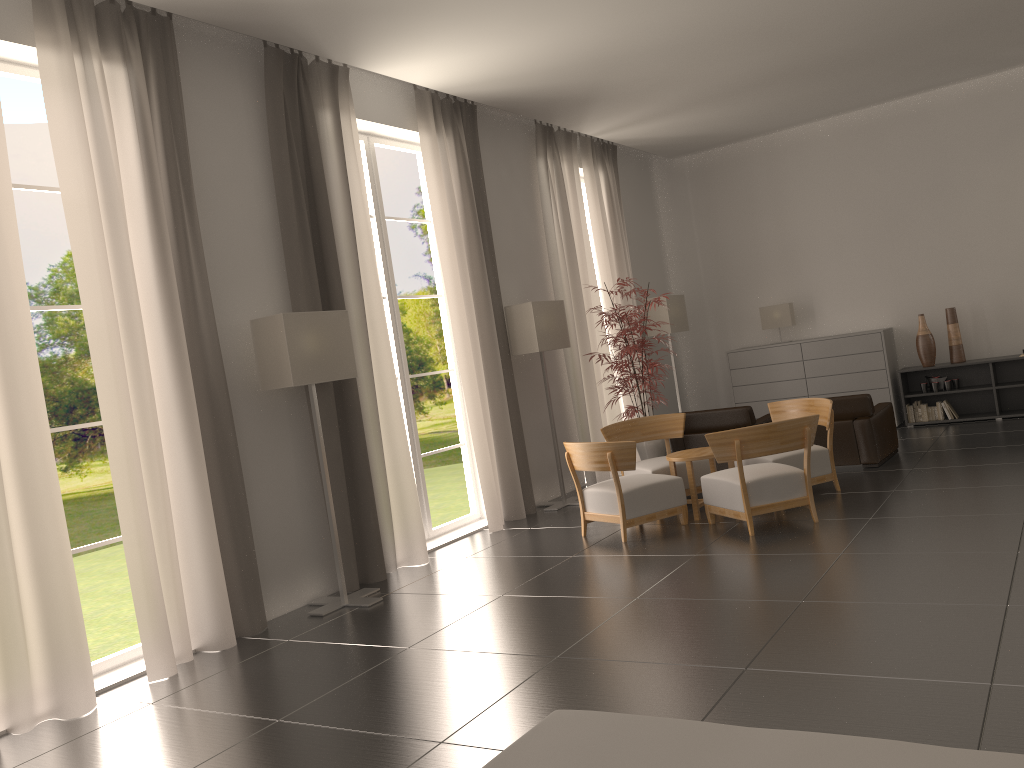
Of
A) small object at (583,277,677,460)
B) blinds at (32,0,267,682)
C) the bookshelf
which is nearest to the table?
small object at (583,277,677,460)

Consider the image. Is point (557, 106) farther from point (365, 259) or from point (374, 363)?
point (374, 363)

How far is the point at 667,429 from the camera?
13.20m

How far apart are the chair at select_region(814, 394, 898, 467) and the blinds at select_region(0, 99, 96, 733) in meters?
10.1 m

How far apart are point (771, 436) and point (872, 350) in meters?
8.0

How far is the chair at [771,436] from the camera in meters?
9.9

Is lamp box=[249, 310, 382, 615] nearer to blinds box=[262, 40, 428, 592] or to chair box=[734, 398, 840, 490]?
blinds box=[262, 40, 428, 592]

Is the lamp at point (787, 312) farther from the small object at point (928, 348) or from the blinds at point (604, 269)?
the blinds at point (604, 269)

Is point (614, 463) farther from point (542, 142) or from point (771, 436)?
point (542, 142)

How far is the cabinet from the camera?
16.79m
